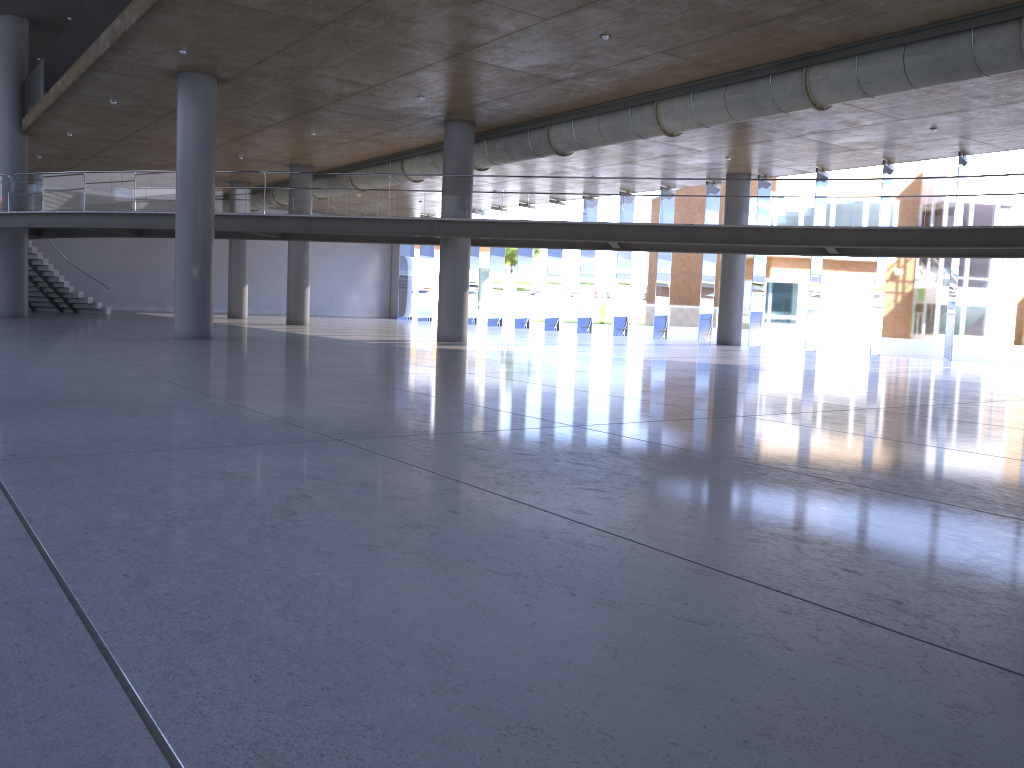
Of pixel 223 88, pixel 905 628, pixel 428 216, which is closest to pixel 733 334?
pixel 428 216

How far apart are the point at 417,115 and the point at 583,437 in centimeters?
1676cm
